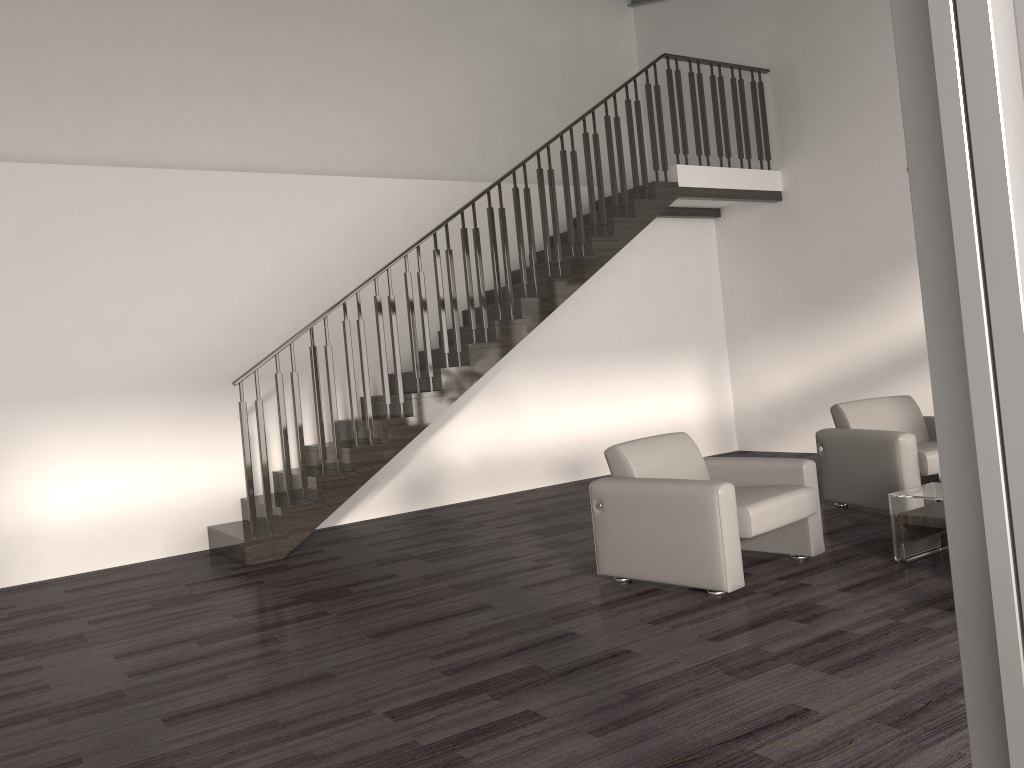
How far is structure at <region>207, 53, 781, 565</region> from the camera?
6.4 meters

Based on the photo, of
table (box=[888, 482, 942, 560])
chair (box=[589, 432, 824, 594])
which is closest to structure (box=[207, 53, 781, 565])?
chair (box=[589, 432, 824, 594])

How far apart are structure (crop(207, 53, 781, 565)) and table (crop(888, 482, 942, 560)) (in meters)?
3.52

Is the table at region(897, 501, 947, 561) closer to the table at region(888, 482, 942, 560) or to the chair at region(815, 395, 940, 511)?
the table at region(888, 482, 942, 560)

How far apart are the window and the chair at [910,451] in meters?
4.7

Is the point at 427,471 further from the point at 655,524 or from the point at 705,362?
the point at 655,524

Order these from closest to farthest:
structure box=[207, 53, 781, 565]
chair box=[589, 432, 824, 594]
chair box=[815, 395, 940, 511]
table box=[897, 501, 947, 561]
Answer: chair box=[589, 432, 824, 594], table box=[897, 501, 947, 561], chair box=[815, 395, 940, 511], structure box=[207, 53, 781, 565]

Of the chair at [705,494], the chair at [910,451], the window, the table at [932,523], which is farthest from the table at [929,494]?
the window

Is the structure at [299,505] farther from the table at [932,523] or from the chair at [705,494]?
the table at [932,523]

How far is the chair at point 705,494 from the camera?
4.2m
